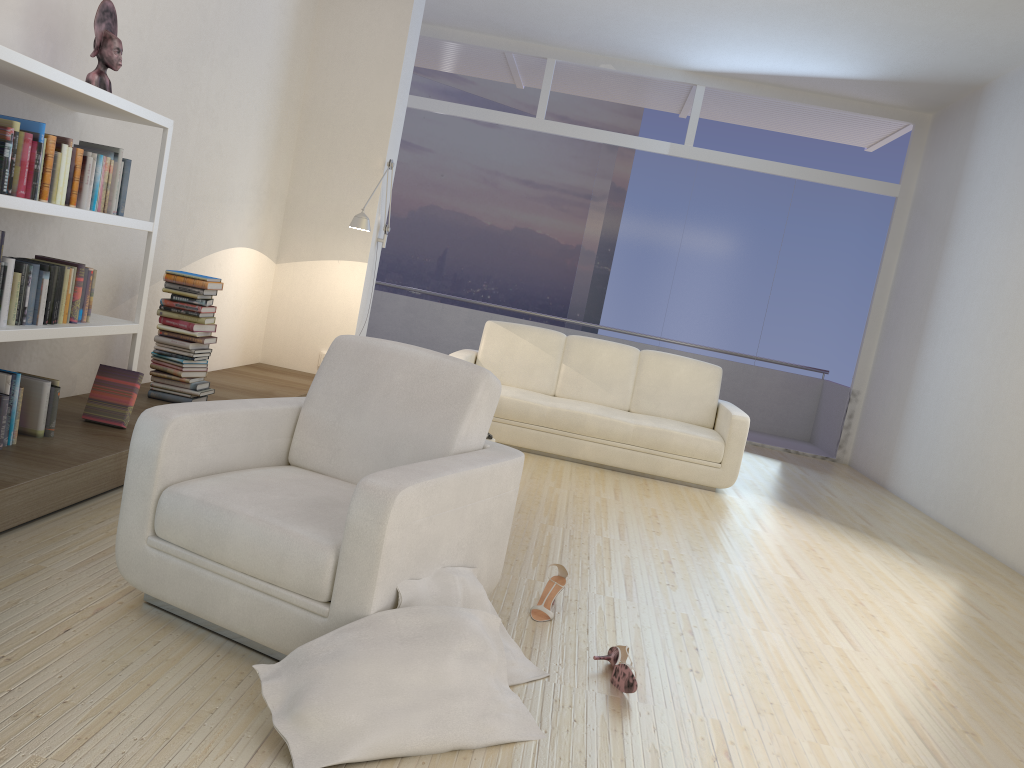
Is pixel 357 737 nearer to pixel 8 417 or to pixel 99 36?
pixel 8 417

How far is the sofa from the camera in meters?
6.1 m

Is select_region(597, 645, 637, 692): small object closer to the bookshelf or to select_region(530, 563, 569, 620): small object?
select_region(530, 563, 569, 620): small object

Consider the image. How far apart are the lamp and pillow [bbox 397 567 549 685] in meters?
3.8

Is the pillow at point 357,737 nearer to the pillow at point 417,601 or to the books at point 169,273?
the pillow at point 417,601

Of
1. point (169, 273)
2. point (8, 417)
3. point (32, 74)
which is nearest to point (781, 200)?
point (169, 273)

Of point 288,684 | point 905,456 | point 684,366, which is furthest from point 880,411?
point 288,684

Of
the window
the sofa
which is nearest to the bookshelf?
the sofa

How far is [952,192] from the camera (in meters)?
7.81

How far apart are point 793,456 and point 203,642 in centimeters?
748cm
